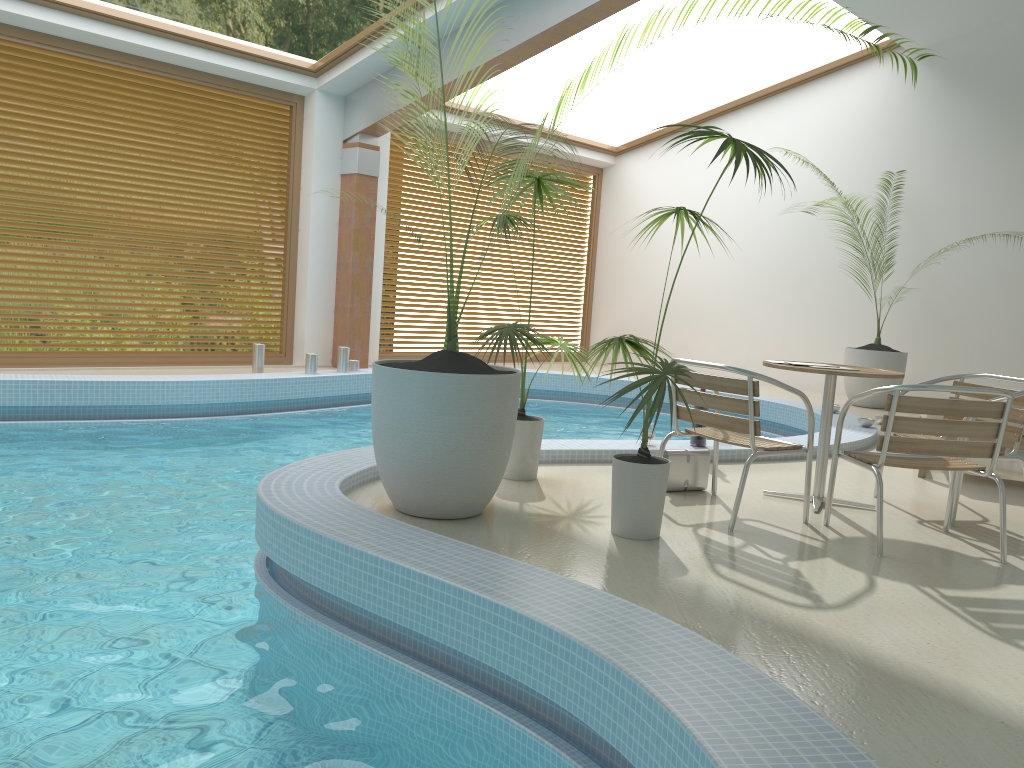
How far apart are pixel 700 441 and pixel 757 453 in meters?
1.8

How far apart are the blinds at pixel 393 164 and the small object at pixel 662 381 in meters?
7.7

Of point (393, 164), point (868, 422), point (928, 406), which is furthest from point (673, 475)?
point (393, 164)

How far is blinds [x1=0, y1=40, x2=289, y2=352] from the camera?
8.1m

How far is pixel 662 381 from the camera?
3.4m

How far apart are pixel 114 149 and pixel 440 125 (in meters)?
6.31

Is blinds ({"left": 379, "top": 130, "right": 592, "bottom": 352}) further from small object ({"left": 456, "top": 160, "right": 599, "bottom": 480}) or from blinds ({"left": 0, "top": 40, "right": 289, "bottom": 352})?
small object ({"left": 456, "top": 160, "right": 599, "bottom": 480})

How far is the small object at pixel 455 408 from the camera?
3.6 meters

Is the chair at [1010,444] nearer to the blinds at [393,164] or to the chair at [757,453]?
the chair at [757,453]

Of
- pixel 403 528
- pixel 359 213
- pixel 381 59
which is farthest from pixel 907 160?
pixel 403 528
